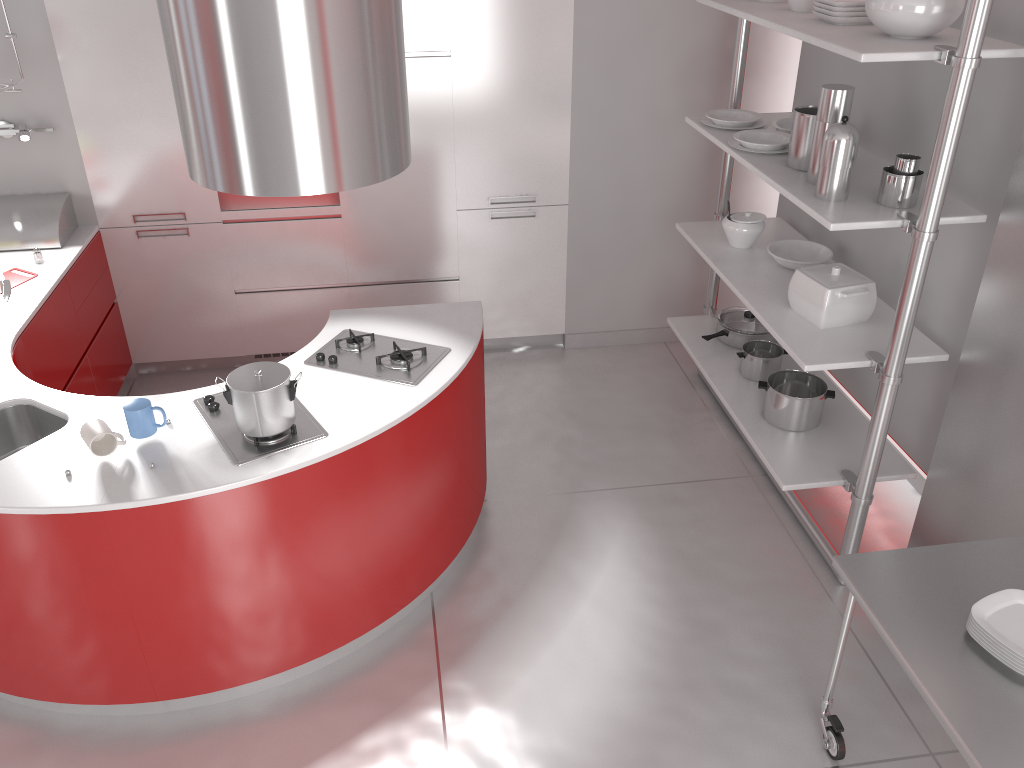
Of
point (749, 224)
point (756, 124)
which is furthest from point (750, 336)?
point (756, 124)

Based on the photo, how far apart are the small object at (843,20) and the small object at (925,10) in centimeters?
24cm

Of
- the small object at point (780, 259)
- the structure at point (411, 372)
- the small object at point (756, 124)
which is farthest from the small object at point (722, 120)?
the structure at point (411, 372)

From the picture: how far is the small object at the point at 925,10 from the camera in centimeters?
264cm

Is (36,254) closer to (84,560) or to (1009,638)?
(84,560)

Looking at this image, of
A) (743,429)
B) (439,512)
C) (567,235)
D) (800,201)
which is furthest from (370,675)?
(567,235)

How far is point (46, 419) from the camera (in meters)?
2.95

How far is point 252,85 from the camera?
2.21m

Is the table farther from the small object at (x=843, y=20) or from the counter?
the small object at (x=843, y=20)

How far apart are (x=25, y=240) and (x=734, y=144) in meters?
3.2
